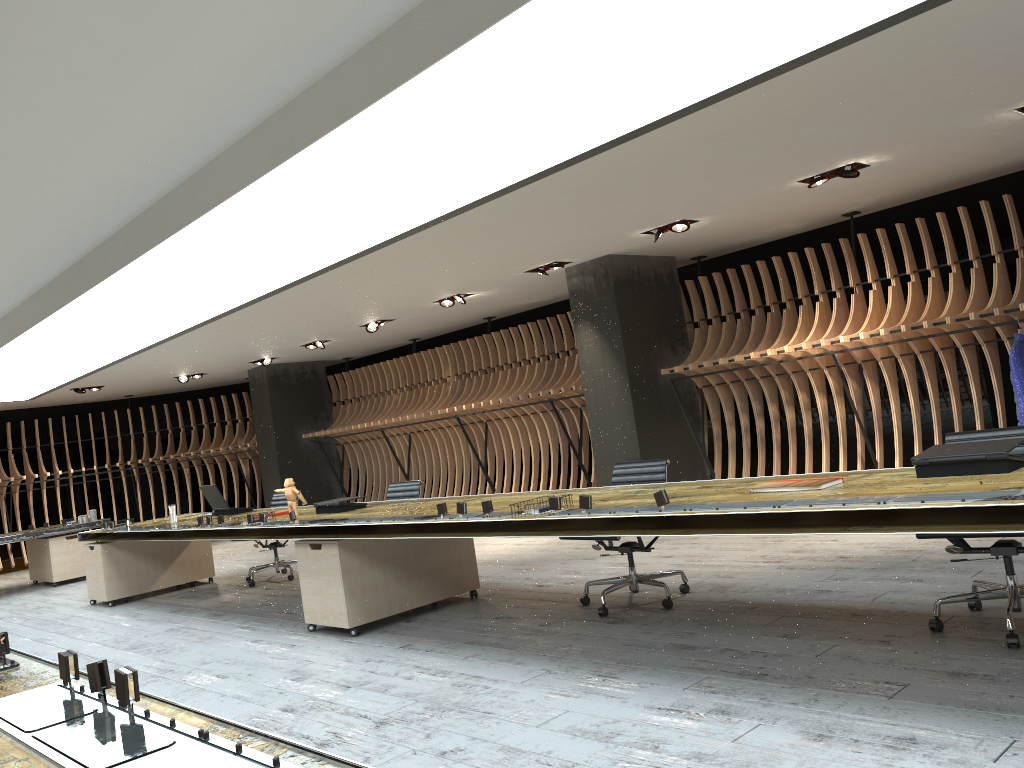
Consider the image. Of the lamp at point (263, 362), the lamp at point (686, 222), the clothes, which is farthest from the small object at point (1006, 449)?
the lamp at point (263, 362)

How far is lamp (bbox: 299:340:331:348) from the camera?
12.65m

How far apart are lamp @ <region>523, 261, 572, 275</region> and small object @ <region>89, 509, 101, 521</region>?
7.20m

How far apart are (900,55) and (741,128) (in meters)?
1.04

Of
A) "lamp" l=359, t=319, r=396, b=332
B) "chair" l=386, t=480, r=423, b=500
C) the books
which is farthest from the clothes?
"lamp" l=359, t=319, r=396, b=332

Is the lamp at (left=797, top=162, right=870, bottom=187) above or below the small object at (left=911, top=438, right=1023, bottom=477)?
above

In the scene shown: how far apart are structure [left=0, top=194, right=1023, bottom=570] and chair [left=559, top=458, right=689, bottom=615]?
3.07m

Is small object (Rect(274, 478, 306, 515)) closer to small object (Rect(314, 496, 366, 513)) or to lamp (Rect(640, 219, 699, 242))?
small object (Rect(314, 496, 366, 513))

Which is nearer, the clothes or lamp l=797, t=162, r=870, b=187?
the clothes

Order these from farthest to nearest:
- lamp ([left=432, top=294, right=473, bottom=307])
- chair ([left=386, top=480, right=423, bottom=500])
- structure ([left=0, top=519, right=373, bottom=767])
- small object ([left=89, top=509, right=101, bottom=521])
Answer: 1. small object ([left=89, top=509, right=101, bottom=521])
2. lamp ([left=432, top=294, right=473, bottom=307])
3. chair ([left=386, top=480, right=423, bottom=500])
4. structure ([left=0, top=519, right=373, bottom=767])
